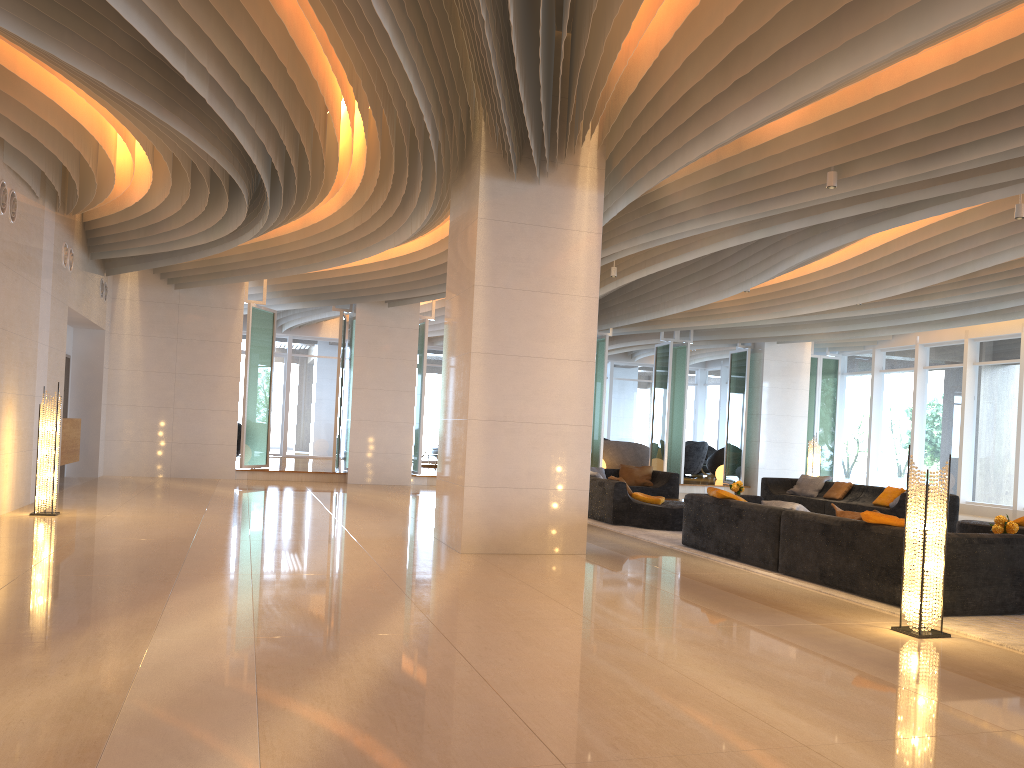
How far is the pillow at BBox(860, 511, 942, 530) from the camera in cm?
662

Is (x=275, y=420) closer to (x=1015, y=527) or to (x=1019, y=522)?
(x=1019, y=522)

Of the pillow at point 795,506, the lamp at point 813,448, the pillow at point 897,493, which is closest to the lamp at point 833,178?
the pillow at point 795,506

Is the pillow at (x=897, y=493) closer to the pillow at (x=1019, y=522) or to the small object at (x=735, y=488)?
the small object at (x=735, y=488)

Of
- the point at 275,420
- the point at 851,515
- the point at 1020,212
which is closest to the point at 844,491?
the point at 1020,212

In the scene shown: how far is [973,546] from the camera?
6.2m

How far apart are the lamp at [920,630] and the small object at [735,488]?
7.97m

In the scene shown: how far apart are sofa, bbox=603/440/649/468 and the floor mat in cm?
1090

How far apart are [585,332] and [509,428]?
1.21m

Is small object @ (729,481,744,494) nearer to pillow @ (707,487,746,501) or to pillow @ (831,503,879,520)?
pillow @ (707,487,746,501)
